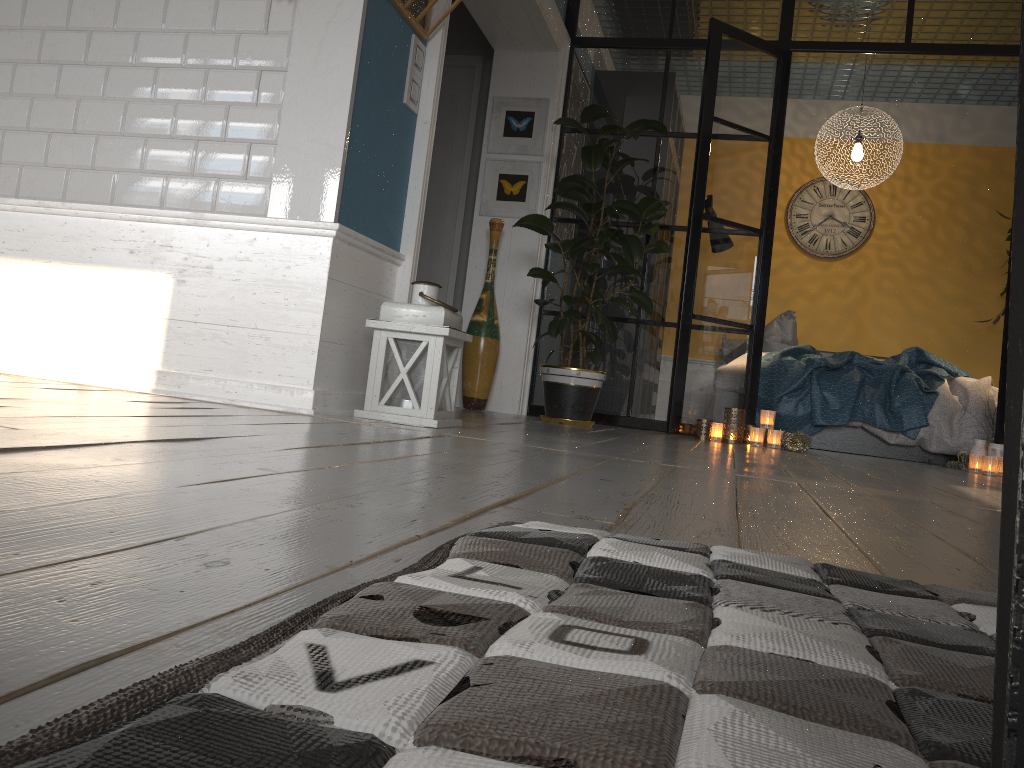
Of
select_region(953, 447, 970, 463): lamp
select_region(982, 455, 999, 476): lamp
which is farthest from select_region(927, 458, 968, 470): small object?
select_region(982, 455, 999, 476): lamp

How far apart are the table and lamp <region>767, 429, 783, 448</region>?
4.59m

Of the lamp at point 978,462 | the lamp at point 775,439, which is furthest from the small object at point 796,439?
the lamp at point 978,462

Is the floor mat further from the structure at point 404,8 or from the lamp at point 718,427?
the lamp at point 718,427

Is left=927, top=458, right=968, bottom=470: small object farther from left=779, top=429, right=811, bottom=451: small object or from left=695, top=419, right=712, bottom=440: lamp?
left=695, top=419, right=712, bottom=440: lamp

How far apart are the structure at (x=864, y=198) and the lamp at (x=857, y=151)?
1.1m

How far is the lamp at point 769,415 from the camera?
4.70m

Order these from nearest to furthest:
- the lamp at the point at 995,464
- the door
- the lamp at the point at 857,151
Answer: the lamp at the point at 995,464 → the door → the lamp at the point at 857,151

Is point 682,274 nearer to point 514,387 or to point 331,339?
point 514,387

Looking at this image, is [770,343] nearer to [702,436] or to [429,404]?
[702,436]
